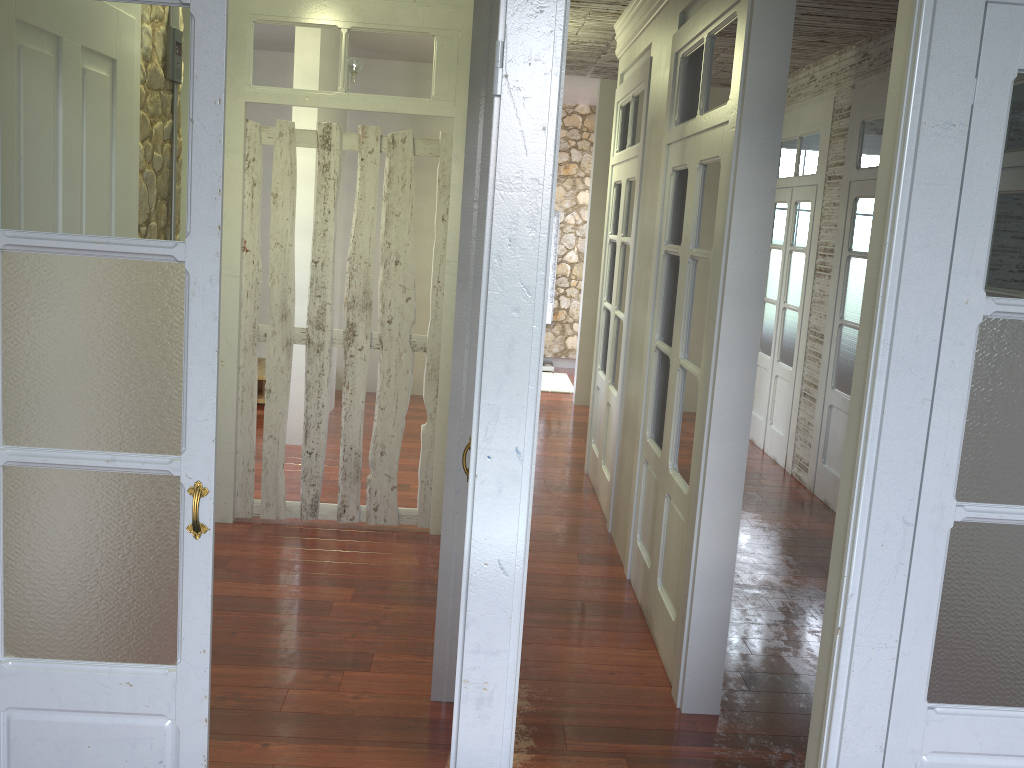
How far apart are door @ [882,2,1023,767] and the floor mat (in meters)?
7.02

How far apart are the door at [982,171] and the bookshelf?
8.04m

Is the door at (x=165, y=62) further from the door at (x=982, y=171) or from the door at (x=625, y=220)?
the door at (x=625, y=220)

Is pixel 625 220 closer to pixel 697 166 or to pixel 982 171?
pixel 697 166

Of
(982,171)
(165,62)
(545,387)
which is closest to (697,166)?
(982,171)

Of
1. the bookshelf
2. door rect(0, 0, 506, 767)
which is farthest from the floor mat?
door rect(0, 0, 506, 767)

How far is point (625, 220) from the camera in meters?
5.2

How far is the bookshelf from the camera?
9.93m

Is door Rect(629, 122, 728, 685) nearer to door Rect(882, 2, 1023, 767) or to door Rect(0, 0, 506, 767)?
door Rect(0, 0, 506, 767)

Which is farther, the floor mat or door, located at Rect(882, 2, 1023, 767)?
the floor mat
